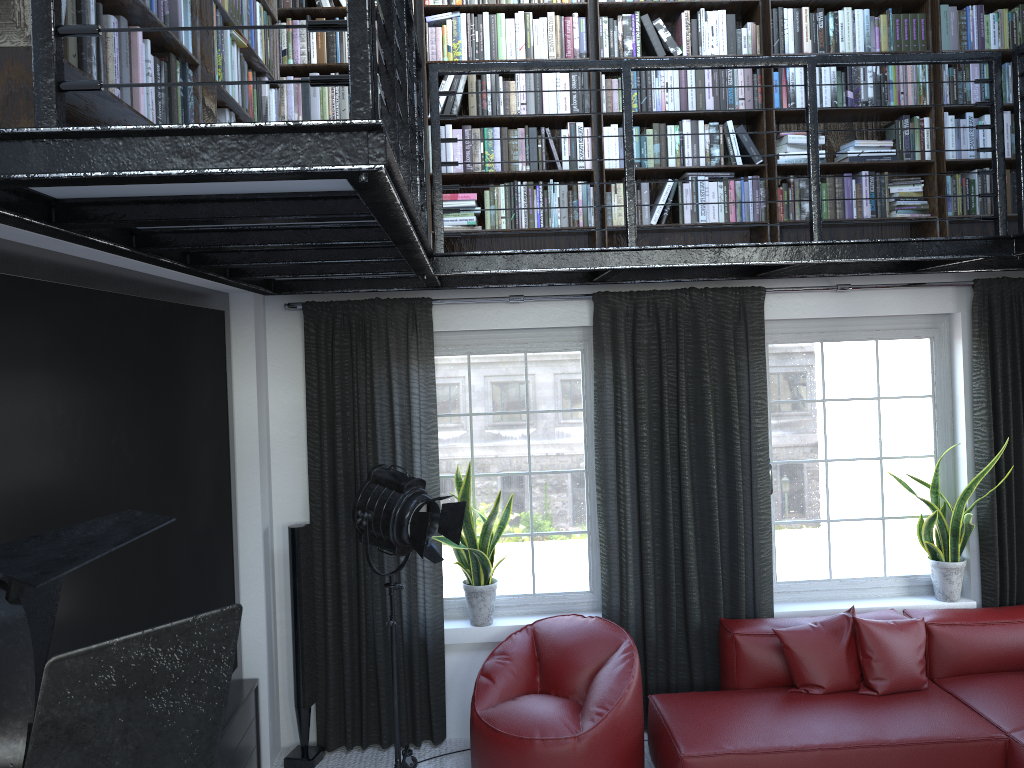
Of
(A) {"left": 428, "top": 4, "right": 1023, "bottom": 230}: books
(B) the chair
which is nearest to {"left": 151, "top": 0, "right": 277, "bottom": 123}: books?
(A) {"left": 428, "top": 4, "right": 1023, "bottom": 230}: books

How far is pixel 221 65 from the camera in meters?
3.0 m

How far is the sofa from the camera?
3.9 meters

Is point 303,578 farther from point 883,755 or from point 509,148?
point 883,755

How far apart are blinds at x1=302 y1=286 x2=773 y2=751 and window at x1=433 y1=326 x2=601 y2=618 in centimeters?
17cm

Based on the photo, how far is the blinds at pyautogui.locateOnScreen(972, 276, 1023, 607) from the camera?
4.8m

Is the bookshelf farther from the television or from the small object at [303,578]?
the small object at [303,578]

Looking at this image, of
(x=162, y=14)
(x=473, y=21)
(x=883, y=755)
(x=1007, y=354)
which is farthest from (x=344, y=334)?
(x=1007, y=354)

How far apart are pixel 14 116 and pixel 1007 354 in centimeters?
482cm

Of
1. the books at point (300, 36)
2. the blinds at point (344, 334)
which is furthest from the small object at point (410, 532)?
the books at point (300, 36)
